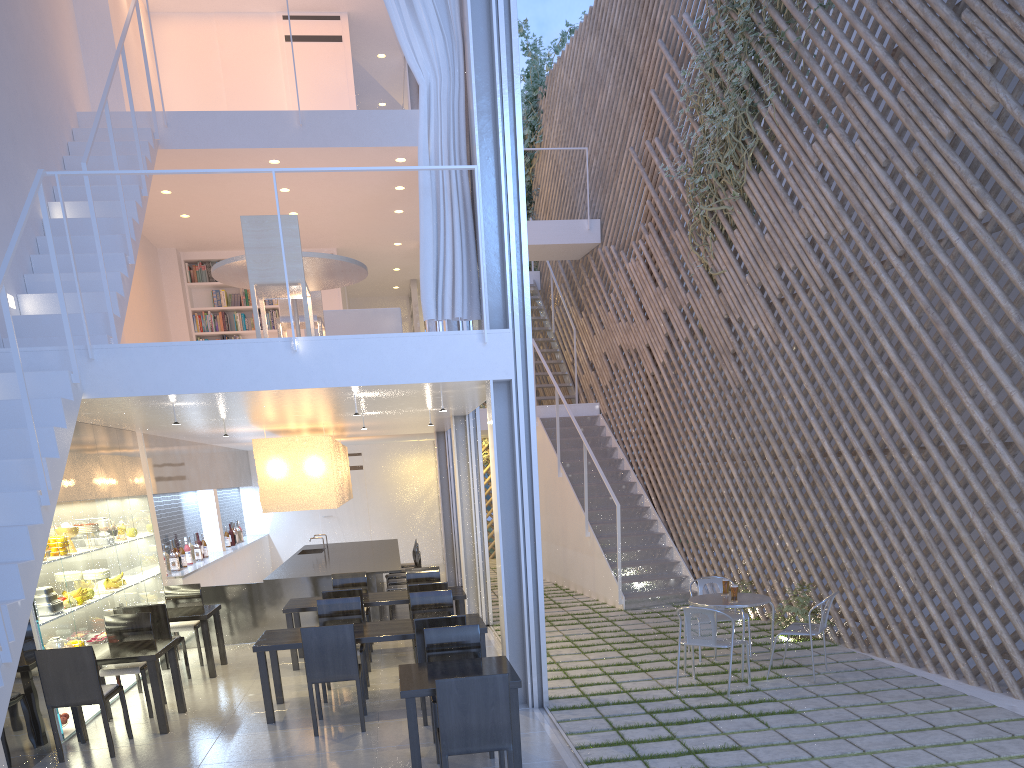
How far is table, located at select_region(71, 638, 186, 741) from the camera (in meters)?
3.01

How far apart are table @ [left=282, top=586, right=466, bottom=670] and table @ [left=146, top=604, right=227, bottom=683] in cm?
36

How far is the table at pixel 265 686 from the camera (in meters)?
3.08

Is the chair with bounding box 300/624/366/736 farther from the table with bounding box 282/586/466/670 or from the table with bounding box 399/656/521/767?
the table with bounding box 282/586/466/670

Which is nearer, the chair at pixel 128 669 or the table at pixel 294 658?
the chair at pixel 128 669

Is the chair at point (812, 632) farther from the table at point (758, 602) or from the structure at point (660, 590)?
the structure at point (660, 590)

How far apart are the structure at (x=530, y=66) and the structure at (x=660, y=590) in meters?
3.1 m

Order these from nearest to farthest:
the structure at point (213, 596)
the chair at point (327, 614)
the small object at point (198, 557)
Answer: the chair at point (327, 614), the structure at point (213, 596), the small object at point (198, 557)

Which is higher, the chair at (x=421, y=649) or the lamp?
the lamp

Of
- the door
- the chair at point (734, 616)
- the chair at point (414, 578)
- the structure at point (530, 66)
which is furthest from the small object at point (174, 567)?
the structure at point (530, 66)
